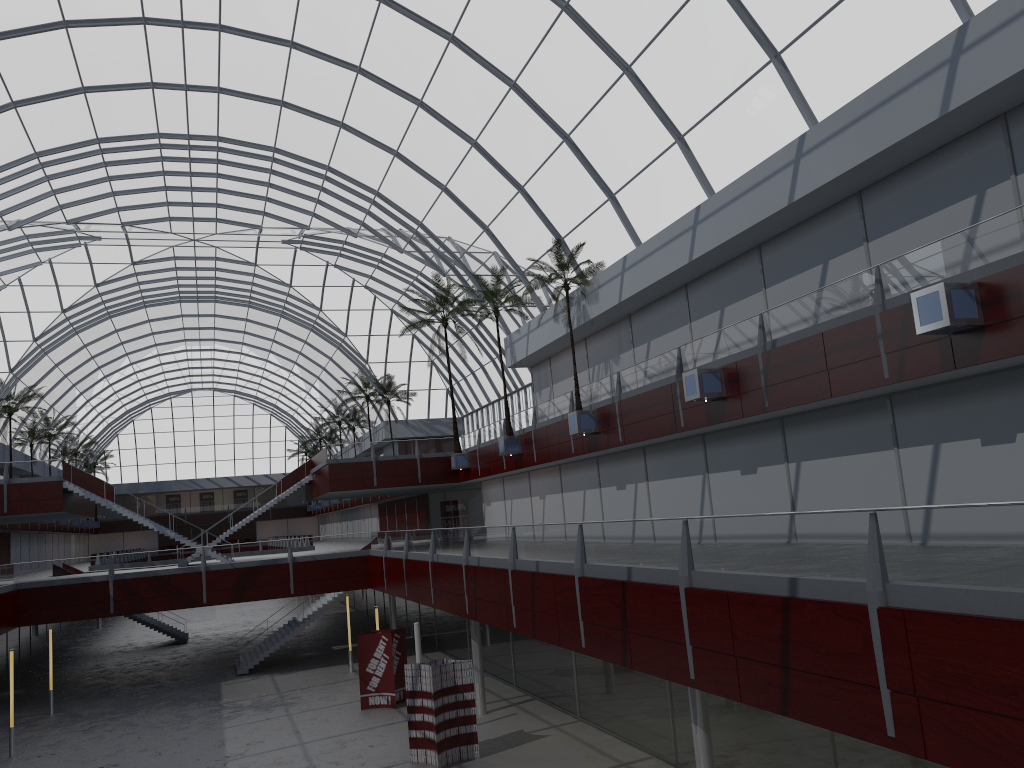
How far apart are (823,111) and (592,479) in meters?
22.8

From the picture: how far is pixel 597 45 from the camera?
32.0m

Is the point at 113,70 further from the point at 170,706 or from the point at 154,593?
the point at 170,706
